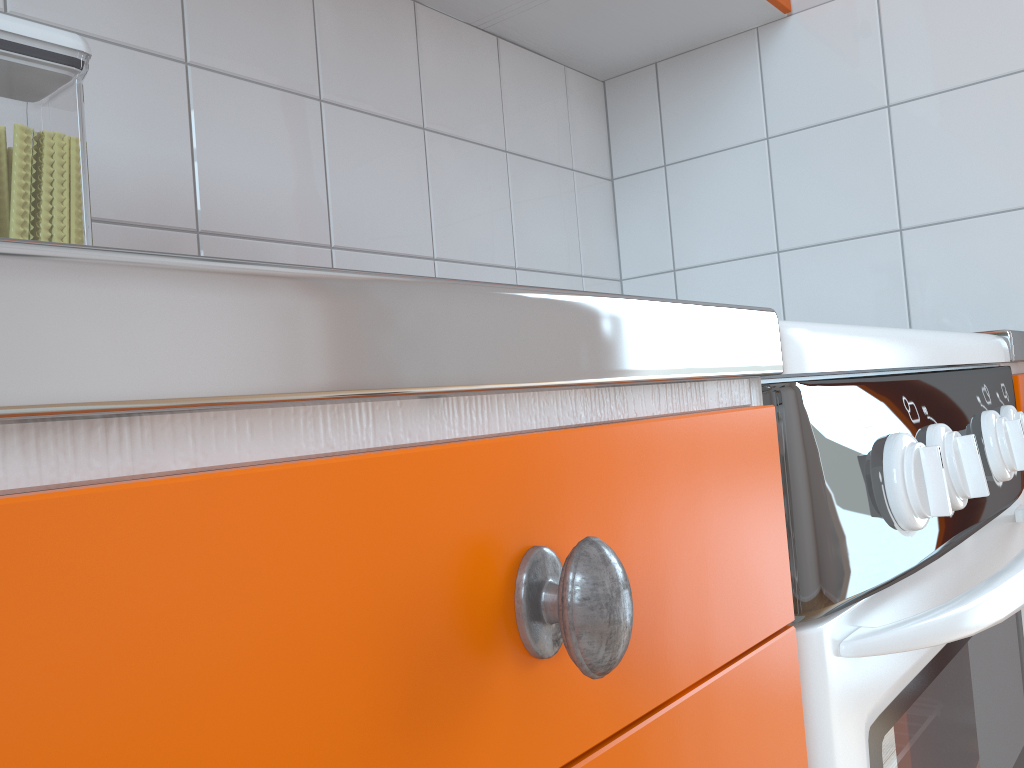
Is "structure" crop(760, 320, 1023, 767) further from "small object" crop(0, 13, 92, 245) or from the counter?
"small object" crop(0, 13, 92, 245)

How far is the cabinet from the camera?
0.2 meters

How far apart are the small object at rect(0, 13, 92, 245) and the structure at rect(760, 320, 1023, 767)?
0.49m

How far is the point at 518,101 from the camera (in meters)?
1.43

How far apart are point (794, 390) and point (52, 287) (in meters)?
0.37

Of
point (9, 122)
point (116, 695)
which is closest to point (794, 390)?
point (116, 695)

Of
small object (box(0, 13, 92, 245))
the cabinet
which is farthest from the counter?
small object (box(0, 13, 92, 245))

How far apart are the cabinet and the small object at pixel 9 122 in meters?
0.2

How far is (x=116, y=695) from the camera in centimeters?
17cm

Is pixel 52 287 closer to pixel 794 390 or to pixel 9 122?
pixel 794 390
